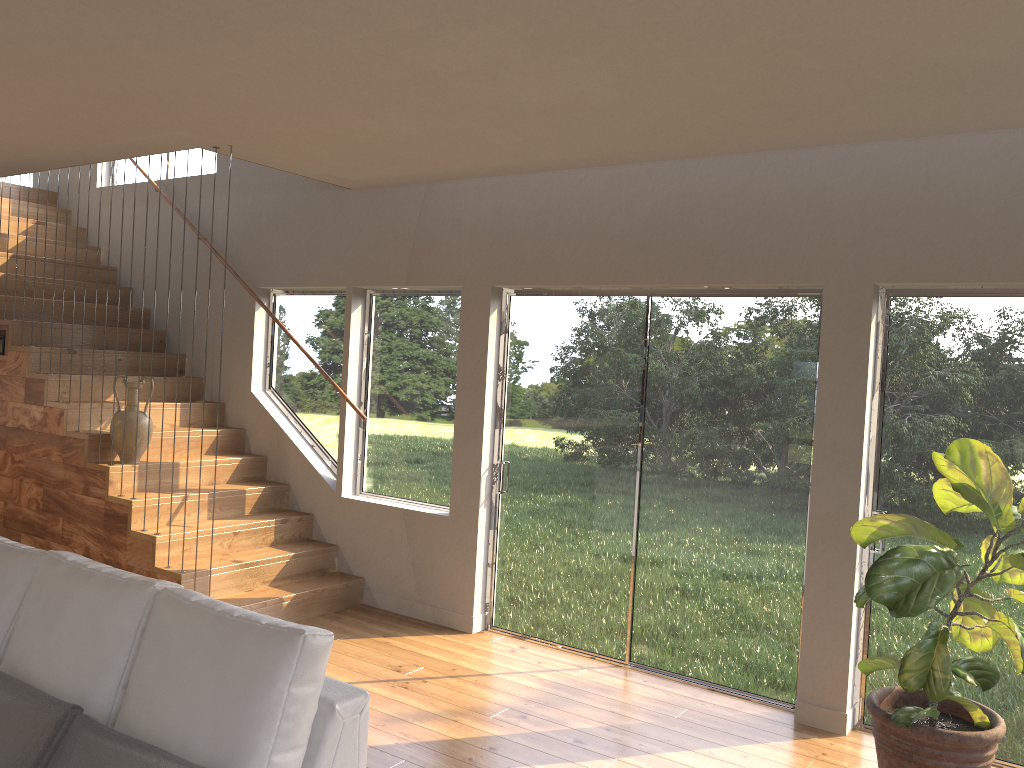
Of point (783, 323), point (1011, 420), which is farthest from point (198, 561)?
point (1011, 420)

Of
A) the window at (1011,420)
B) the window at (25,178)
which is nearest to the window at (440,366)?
the window at (1011,420)

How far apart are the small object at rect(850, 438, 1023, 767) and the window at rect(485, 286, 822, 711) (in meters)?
0.76

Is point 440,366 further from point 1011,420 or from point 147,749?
point 147,749

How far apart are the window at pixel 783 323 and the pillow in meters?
3.2 m

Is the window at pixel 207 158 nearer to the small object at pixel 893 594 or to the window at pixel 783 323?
the window at pixel 783 323

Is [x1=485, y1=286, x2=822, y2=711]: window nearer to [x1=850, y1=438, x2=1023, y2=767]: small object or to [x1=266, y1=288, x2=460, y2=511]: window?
[x1=266, y1=288, x2=460, y2=511]: window

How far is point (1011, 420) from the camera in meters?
3.9

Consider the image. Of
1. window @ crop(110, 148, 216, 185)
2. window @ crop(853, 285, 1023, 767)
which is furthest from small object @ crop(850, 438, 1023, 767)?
window @ crop(110, 148, 216, 185)

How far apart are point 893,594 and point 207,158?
6.2m
